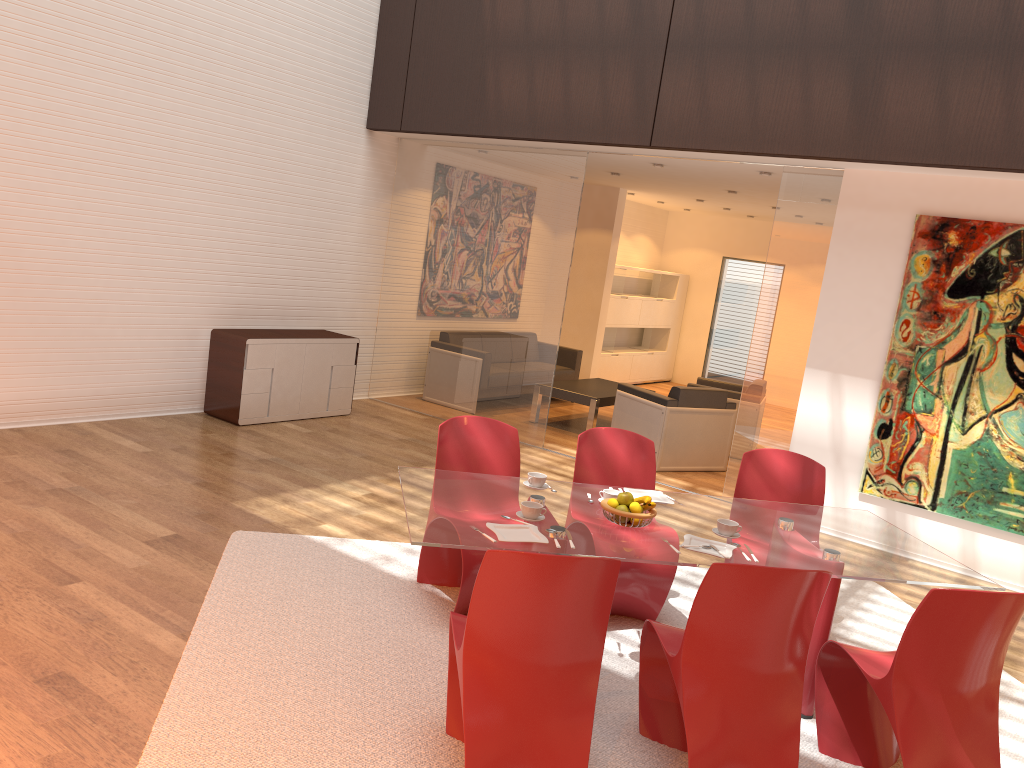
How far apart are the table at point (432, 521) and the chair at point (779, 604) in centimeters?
25cm

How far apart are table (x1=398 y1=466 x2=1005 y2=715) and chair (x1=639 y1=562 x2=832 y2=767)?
0.2m

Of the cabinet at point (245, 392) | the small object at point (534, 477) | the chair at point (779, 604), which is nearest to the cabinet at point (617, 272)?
the cabinet at point (245, 392)

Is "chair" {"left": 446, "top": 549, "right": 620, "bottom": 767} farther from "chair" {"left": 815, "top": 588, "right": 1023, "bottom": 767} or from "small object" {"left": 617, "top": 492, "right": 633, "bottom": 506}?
"chair" {"left": 815, "top": 588, "right": 1023, "bottom": 767}

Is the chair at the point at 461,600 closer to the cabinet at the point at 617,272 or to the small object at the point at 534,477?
the small object at the point at 534,477

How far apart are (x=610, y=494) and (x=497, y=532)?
0.77m

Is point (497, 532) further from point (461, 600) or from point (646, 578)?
point (646, 578)

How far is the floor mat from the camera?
3.08m

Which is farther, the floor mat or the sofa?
the sofa

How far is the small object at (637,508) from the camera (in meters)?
3.62
